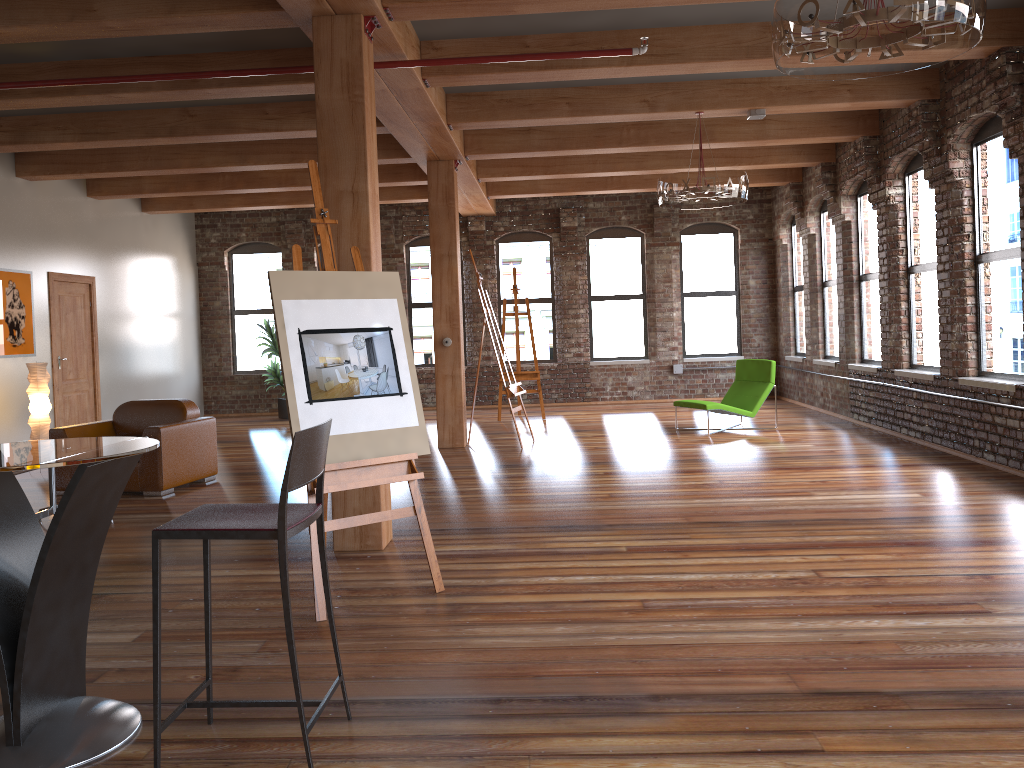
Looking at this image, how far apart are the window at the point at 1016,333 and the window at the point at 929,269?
0.63m

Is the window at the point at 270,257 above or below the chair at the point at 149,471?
above

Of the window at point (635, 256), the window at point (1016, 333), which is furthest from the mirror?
the window at point (1016, 333)

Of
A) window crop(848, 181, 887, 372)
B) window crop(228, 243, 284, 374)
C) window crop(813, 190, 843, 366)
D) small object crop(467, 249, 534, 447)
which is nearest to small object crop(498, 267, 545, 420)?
small object crop(467, 249, 534, 447)

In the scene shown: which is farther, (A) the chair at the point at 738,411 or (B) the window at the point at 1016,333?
(A) the chair at the point at 738,411

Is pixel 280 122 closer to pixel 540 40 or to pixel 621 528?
pixel 540 40

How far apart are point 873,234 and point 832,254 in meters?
1.5 m

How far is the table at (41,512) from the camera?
6.0 meters

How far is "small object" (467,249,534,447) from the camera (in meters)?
9.34

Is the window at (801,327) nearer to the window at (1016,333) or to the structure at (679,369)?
the structure at (679,369)
